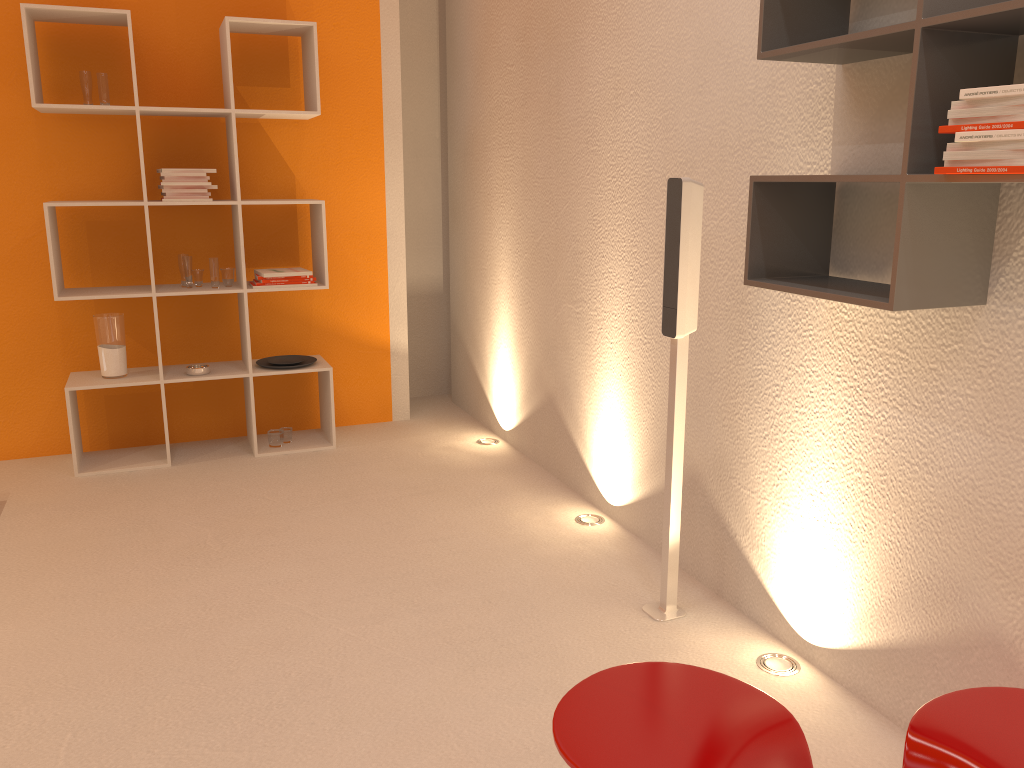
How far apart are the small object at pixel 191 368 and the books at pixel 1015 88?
3.5m

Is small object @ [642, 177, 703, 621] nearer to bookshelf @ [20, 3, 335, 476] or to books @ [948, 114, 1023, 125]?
books @ [948, 114, 1023, 125]

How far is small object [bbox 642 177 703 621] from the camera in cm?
246

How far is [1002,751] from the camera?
1.4m

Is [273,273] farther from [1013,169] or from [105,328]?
[1013,169]

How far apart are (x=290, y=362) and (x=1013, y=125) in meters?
3.6

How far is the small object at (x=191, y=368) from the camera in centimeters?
414cm

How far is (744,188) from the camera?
2.6m

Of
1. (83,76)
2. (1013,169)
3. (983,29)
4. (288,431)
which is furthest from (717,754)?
(83,76)

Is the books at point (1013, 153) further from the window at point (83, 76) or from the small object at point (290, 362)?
the window at point (83, 76)
